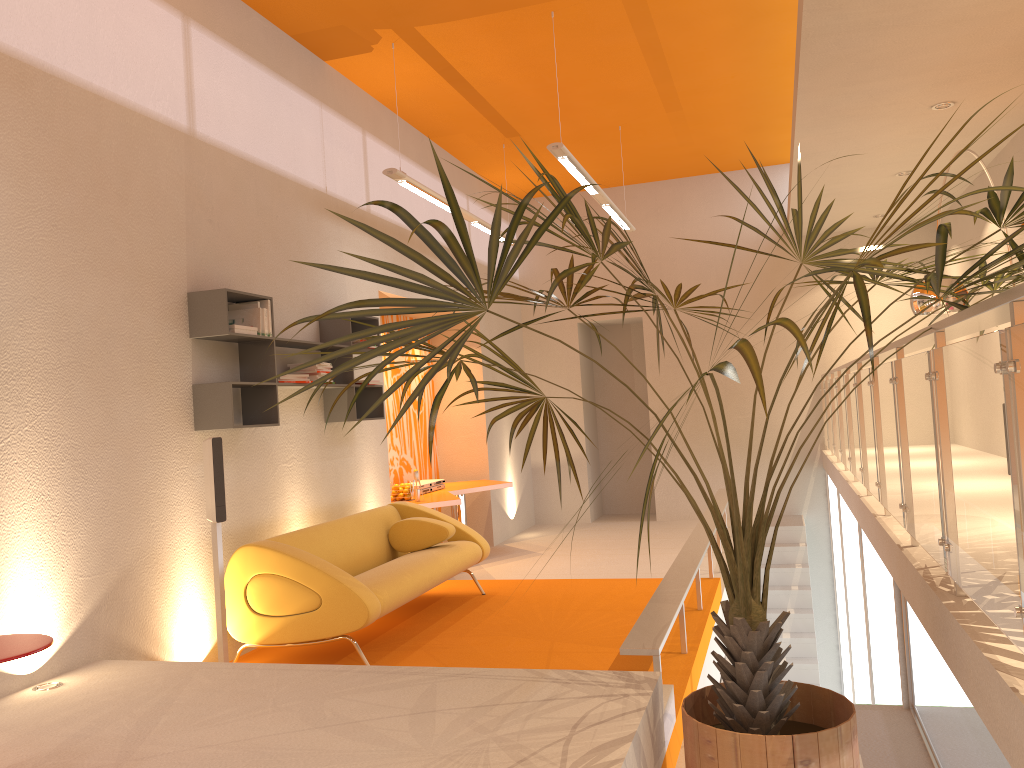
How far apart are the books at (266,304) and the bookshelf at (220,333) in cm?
9

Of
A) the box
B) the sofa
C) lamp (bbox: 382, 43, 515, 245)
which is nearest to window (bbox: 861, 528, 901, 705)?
the sofa

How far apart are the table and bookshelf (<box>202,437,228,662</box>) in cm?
310

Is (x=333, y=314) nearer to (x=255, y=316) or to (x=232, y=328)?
(x=232, y=328)

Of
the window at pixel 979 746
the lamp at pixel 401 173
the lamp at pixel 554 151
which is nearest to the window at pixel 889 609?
the window at pixel 979 746

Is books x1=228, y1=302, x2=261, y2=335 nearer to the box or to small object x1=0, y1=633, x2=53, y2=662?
the box

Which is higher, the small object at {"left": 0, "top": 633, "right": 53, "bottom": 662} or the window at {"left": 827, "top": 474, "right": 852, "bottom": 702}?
the small object at {"left": 0, "top": 633, "right": 53, "bottom": 662}

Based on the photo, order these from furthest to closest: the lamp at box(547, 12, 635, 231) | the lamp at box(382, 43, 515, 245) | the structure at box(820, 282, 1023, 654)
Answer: the lamp at box(382, 43, 515, 245), the lamp at box(547, 12, 635, 231), the structure at box(820, 282, 1023, 654)

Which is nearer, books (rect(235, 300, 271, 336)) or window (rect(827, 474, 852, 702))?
books (rect(235, 300, 271, 336))

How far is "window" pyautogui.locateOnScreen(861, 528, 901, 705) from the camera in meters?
4.8 m
